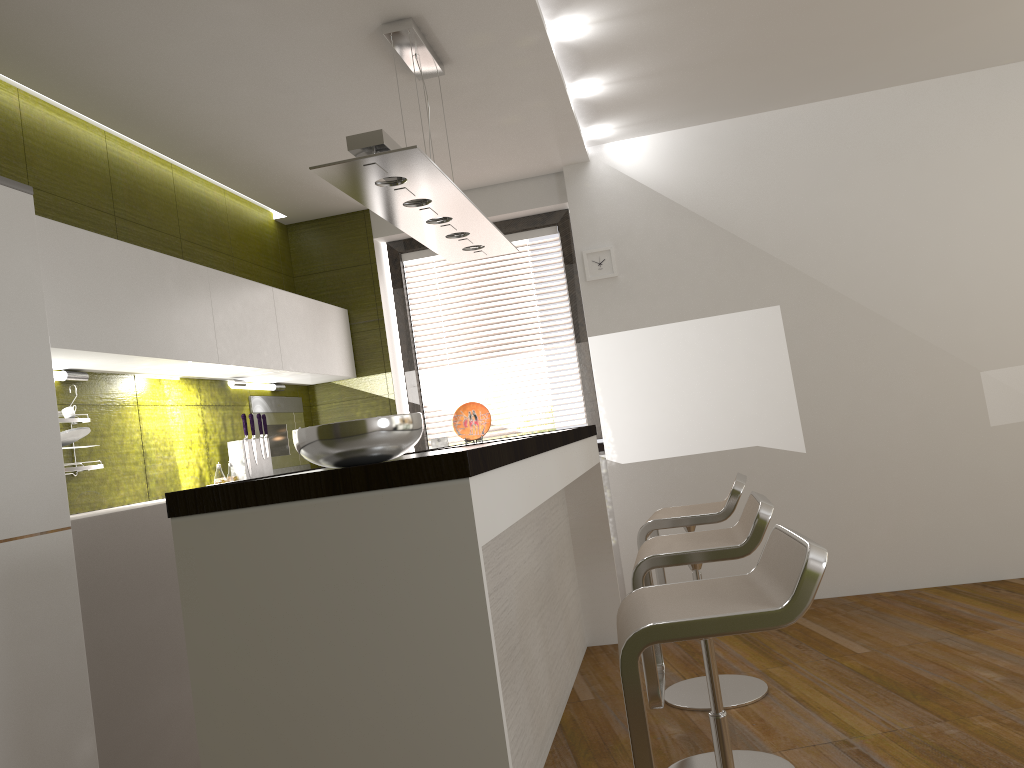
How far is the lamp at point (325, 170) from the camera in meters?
2.6 m

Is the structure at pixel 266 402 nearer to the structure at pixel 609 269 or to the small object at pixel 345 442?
the structure at pixel 609 269

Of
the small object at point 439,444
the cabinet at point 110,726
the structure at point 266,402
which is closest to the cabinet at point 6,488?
the cabinet at point 110,726

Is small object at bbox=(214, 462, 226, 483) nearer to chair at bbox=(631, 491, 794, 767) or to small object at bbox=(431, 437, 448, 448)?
small object at bbox=(431, 437, 448, 448)

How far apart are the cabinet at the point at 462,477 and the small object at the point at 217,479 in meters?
1.5

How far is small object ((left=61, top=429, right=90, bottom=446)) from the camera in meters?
3.1 m

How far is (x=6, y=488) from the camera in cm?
237

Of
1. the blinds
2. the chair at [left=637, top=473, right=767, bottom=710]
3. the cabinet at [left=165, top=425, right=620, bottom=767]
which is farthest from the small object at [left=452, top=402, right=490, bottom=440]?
the blinds

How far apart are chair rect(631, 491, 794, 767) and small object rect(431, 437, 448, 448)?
2.6m

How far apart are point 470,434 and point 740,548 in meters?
1.7 m
